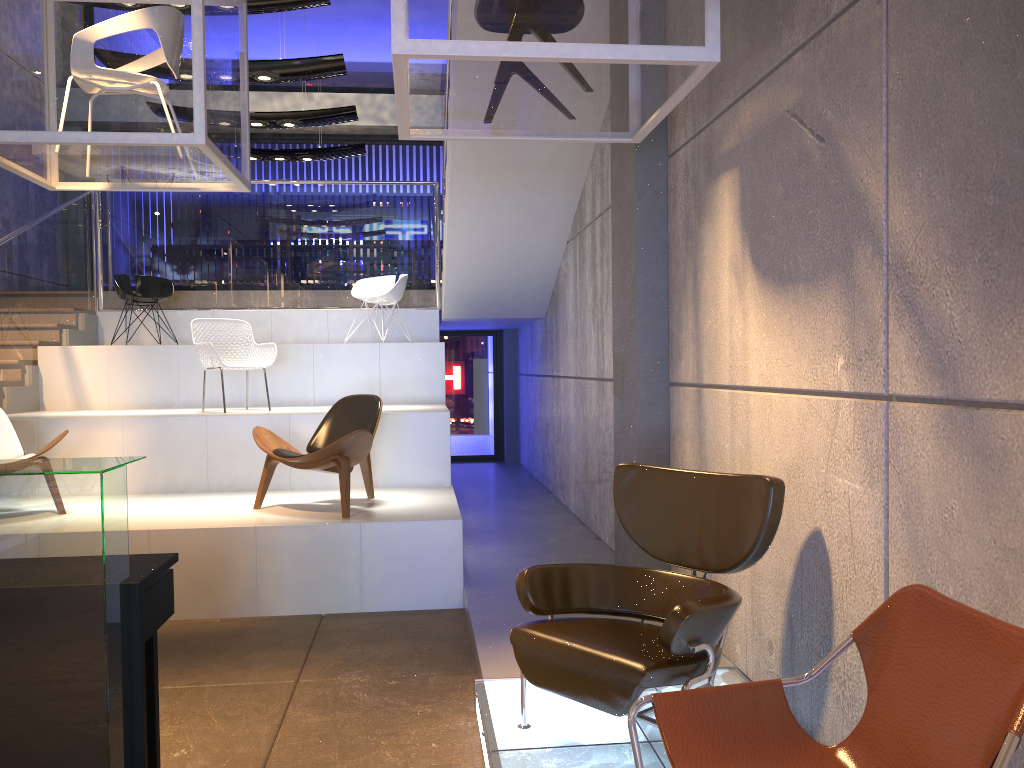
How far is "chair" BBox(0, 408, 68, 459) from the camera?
5.9 meters

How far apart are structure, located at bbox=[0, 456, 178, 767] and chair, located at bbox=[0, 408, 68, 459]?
3.27m

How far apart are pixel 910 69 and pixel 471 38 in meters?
1.5 m

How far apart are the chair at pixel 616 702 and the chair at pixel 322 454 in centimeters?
238cm

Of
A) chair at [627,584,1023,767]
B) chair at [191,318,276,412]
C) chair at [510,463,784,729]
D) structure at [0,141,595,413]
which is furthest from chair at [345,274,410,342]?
chair at [627,584,1023,767]

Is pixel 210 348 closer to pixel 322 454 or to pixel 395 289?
pixel 322 454

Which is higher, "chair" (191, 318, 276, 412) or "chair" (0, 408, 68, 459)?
"chair" (191, 318, 276, 412)

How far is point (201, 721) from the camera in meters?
3.7 m

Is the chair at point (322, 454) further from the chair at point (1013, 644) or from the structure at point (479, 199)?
the chair at point (1013, 644)

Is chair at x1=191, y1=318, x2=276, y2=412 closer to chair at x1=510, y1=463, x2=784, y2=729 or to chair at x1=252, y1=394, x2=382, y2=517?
chair at x1=252, y1=394, x2=382, y2=517
